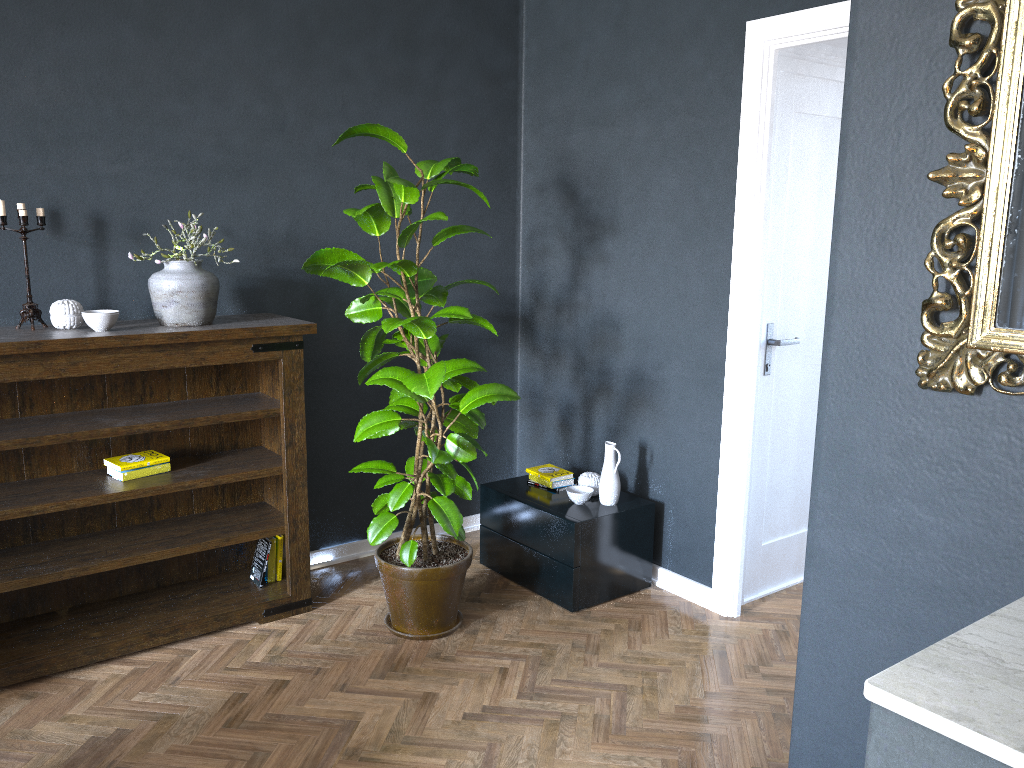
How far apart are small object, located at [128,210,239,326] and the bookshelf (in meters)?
0.03

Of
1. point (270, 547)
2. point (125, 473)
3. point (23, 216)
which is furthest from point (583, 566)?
point (23, 216)

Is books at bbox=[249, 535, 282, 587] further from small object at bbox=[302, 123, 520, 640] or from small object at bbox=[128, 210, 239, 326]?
small object at bbox=[128, 210, 239, 326]

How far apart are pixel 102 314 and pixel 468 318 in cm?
123

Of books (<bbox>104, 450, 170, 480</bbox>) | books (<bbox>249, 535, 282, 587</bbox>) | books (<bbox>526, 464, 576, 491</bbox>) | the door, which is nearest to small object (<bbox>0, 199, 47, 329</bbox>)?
books (<bbox>104, 450, 170, 480</bbox>)

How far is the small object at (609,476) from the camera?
3.7m

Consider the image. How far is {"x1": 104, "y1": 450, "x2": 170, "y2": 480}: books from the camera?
Result: 3.21m

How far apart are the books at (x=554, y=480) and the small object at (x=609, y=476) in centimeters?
13cm

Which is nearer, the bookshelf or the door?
the bookshelf

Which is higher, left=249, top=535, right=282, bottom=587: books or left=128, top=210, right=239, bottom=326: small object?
left=128, top=210, right=239, bottom=326: small object
